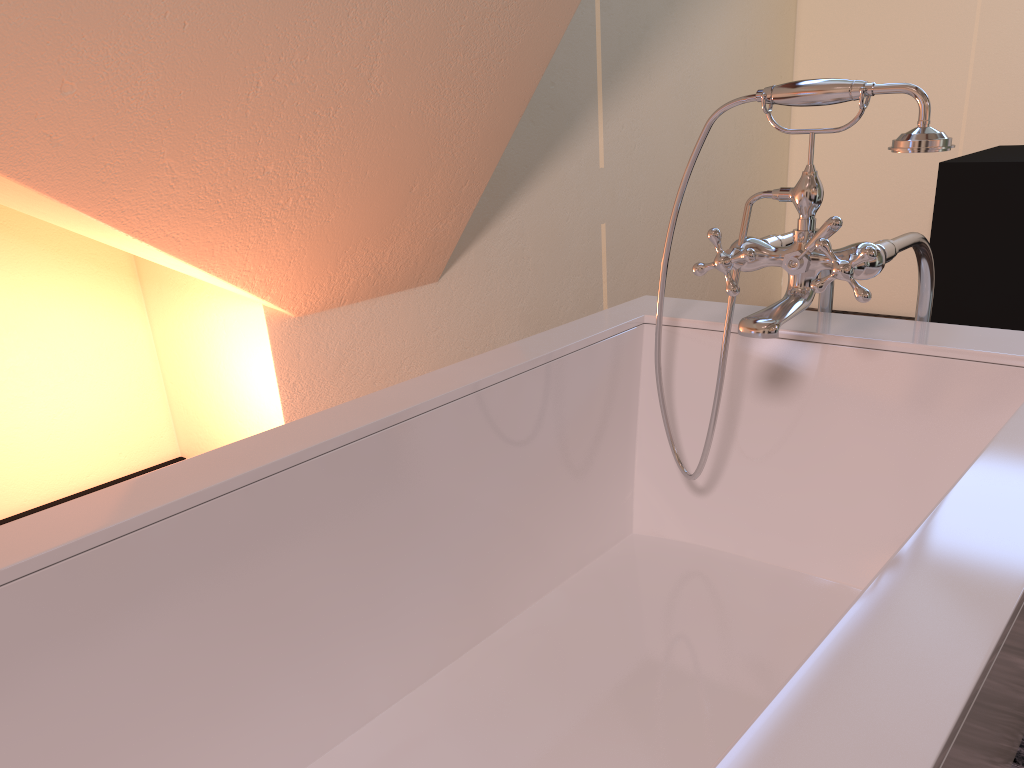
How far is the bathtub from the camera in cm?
66

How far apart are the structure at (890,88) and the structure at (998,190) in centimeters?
163cm

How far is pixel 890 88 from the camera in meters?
1.1 m

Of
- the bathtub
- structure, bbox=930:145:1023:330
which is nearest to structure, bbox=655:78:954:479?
the bathtub

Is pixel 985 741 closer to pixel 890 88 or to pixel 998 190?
pixel 890 88

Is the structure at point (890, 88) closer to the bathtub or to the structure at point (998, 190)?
the bathtub

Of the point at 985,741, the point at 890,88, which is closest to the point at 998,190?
the point at 890,88

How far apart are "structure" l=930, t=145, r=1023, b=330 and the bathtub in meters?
1.7

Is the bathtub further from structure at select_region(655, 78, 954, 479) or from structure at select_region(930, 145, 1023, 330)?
structure at select_region(930, 145, 1023, 330)

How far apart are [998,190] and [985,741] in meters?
2.5
